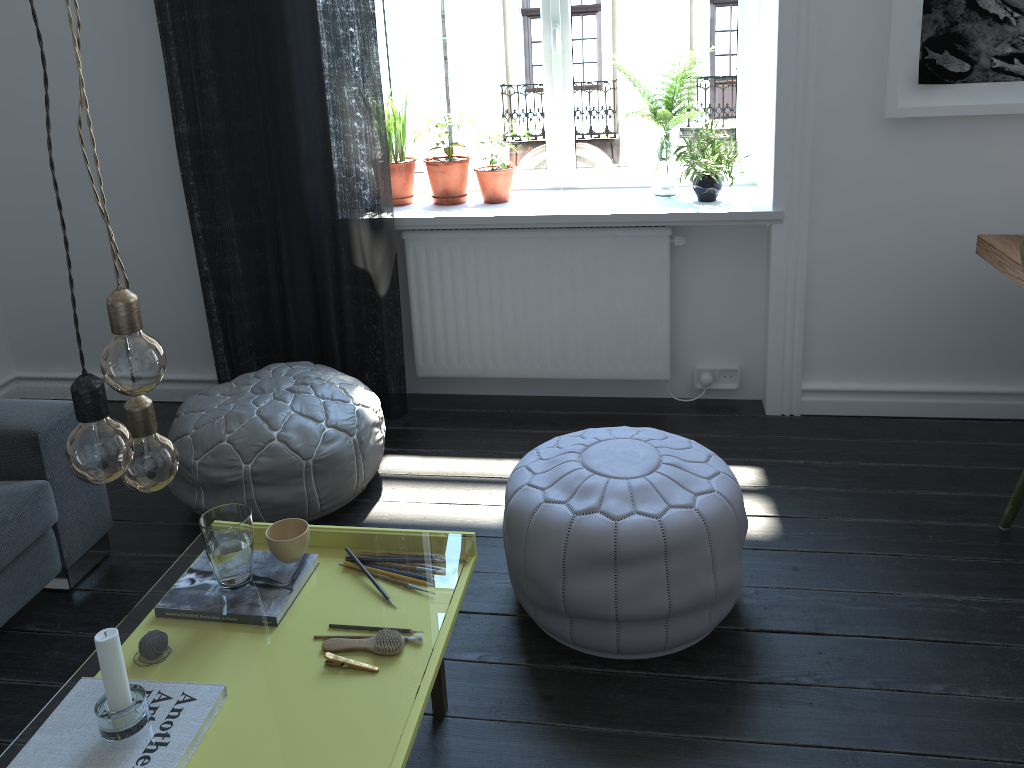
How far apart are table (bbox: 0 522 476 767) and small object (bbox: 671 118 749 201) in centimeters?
176cm

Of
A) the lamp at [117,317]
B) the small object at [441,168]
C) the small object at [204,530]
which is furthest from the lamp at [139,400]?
the small object at [441,168]

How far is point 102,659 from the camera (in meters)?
1.38

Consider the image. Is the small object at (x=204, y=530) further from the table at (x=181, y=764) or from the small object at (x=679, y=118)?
the small object at (x=679, y=118)

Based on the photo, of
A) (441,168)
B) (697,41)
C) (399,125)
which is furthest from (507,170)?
(697,41)

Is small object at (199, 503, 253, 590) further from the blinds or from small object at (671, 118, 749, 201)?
small object at (671, 118, 749, 201)

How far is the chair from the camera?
2.4 meters

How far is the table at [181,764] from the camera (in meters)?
10.36

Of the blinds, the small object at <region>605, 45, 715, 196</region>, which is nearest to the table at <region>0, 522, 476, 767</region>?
the blinds

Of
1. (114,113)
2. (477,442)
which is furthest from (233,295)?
(477,442)
